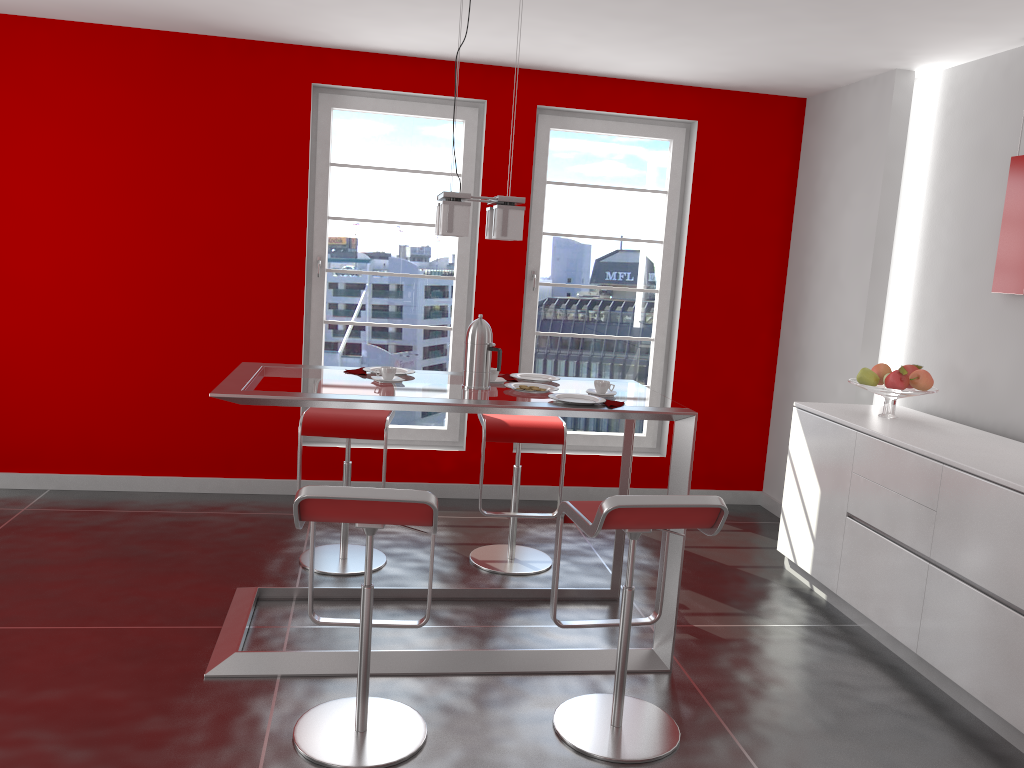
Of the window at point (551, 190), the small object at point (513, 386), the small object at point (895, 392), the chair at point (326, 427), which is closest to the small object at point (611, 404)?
the small object at point (513, 386)

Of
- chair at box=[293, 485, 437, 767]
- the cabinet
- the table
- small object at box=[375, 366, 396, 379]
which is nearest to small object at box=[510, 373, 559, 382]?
the table

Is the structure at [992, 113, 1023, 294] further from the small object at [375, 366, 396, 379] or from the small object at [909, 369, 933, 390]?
the small object at [375, 366, 396, 379]

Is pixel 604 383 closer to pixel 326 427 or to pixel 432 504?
pixel 432 504

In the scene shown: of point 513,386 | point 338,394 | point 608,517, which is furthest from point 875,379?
point 338,394

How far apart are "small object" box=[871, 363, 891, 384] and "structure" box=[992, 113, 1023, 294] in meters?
0.6

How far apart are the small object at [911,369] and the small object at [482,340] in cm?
212

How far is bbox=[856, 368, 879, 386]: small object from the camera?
4.1m

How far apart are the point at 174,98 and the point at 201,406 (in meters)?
1.74

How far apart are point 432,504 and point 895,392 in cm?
253
